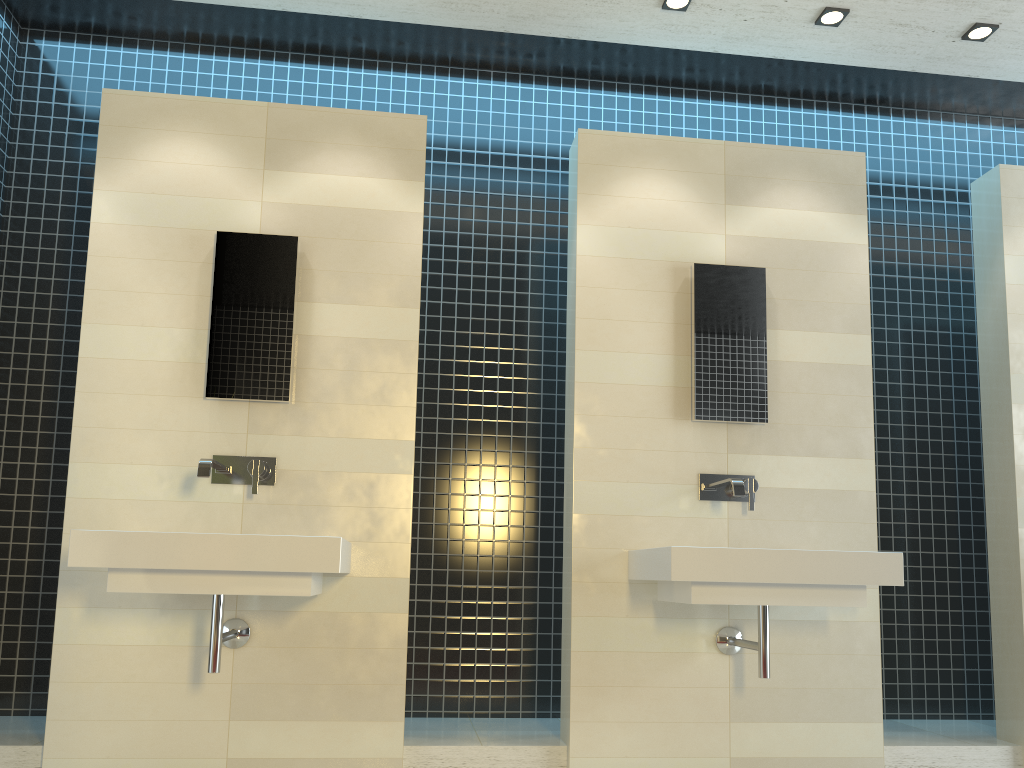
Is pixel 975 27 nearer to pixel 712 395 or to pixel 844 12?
pixel 844 12

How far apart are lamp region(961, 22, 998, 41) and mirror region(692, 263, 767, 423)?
1.32m

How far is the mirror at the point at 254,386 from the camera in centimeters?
344cm

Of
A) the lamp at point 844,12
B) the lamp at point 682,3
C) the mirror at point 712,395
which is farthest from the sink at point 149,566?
the lamp at point 844,12

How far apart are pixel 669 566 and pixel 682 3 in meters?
2.3 m

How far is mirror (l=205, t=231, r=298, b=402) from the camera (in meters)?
3.44

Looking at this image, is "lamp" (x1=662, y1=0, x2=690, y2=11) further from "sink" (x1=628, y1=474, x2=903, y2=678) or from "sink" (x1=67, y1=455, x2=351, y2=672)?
"sink" (x1=67, y1=455, x2=351, y2=672)

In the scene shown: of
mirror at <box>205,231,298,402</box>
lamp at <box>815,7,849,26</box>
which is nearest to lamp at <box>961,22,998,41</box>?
lamp at <box>815,7,849,26</box>

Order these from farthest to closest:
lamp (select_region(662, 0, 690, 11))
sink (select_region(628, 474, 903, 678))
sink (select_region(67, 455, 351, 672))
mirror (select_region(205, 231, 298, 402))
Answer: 1. lamp (select_region(662, 0, 690, 11))
2. mirror (select_region(205, 231, 298, 402))
3. sink (select_region(628, 474, 903, 678))
4. sink (select_region(67, 455, 351, 672))

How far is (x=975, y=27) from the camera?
3.7m
